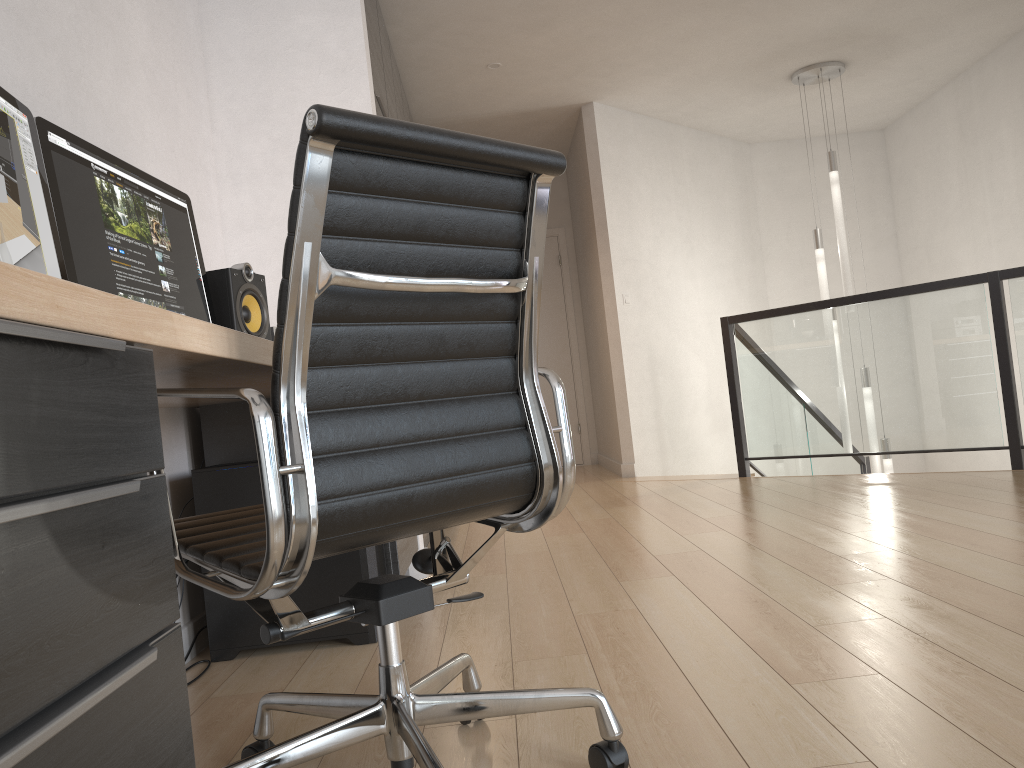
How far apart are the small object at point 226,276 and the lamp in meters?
4.6 m

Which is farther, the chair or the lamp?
the lamp

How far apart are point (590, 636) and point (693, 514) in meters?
2.0

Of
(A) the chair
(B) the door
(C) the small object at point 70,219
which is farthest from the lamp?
(A) the chair

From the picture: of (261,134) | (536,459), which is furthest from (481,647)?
(261,134)

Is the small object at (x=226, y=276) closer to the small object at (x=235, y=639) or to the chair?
the small object at (x=235, y=639)

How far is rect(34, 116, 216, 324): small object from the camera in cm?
180

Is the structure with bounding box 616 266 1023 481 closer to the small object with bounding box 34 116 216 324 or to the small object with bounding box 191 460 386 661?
the small object with bounding box 191 460 386 661

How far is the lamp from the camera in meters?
6.1 m

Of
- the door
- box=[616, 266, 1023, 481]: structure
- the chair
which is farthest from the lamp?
the chair
